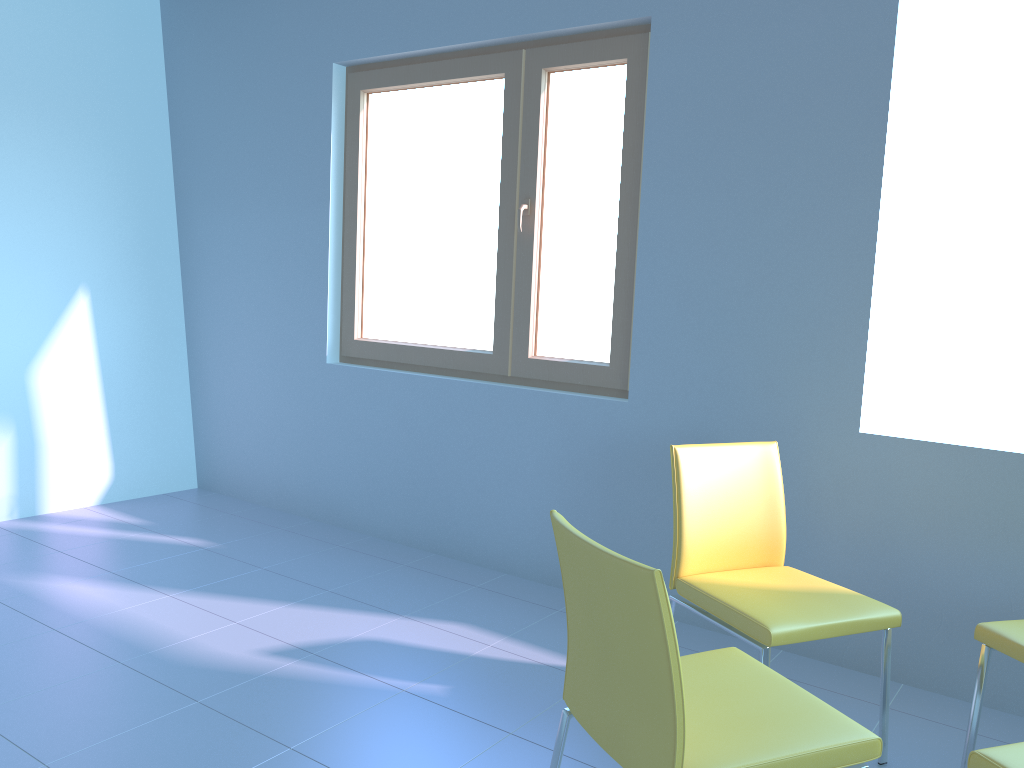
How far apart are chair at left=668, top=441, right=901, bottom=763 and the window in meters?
0.7

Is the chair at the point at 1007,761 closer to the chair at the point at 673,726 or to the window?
the chair at the point at 673,726

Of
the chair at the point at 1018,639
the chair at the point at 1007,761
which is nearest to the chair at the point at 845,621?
the chair at the point at 1018,639

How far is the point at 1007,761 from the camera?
1.4m

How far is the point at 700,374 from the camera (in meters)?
2.86

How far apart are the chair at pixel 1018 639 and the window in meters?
1.4 m

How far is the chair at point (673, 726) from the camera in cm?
133

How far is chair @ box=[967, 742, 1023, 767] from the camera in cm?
141

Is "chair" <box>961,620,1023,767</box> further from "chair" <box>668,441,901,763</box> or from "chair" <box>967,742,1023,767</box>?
"chair" <box>967,742,1023,767</box>

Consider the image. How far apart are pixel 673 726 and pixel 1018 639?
1.05m
